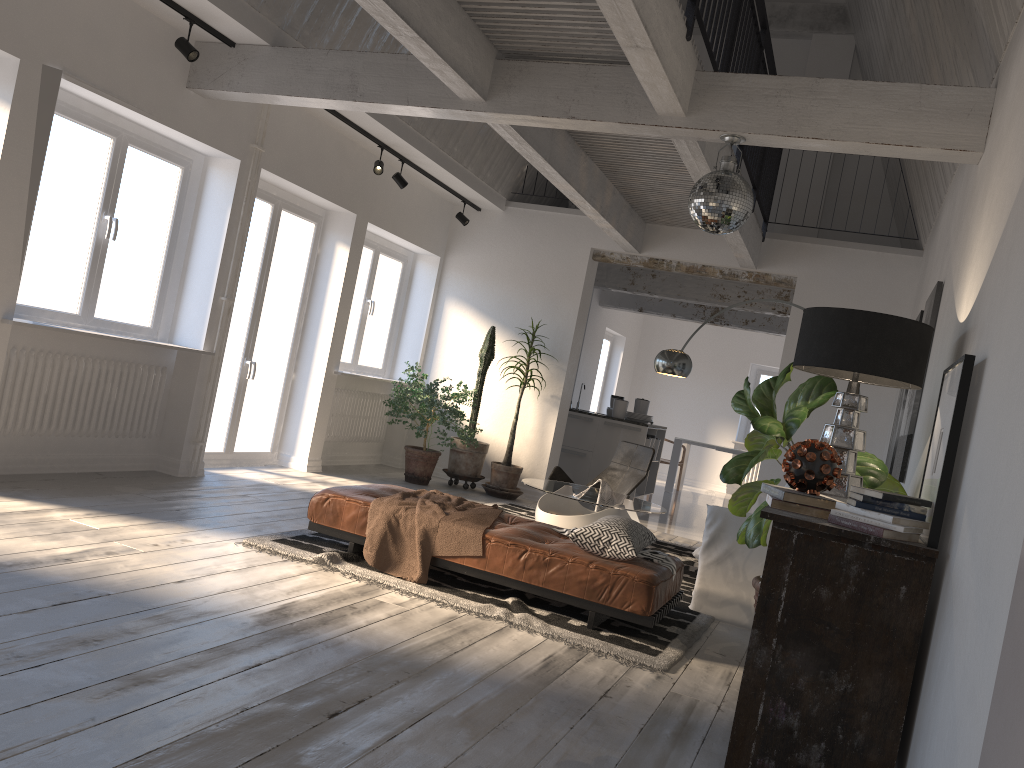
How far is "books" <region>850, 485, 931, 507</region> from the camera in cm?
285

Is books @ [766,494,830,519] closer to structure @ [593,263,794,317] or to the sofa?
the sofa

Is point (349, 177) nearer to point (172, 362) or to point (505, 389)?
point (172, 362)

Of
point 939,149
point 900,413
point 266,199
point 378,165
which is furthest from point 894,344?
point 266,199

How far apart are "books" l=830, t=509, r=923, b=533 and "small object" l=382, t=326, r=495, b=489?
5.7 meters

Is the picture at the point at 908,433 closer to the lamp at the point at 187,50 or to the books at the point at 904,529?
the books at the point at 904,529

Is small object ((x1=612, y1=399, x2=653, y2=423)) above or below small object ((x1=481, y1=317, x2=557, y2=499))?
above

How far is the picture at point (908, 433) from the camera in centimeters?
504cm

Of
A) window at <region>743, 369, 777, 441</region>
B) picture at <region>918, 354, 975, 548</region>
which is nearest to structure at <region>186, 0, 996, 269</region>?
picture at <region>918, 354, 975, 548</region>

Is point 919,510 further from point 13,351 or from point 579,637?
point 13,351
